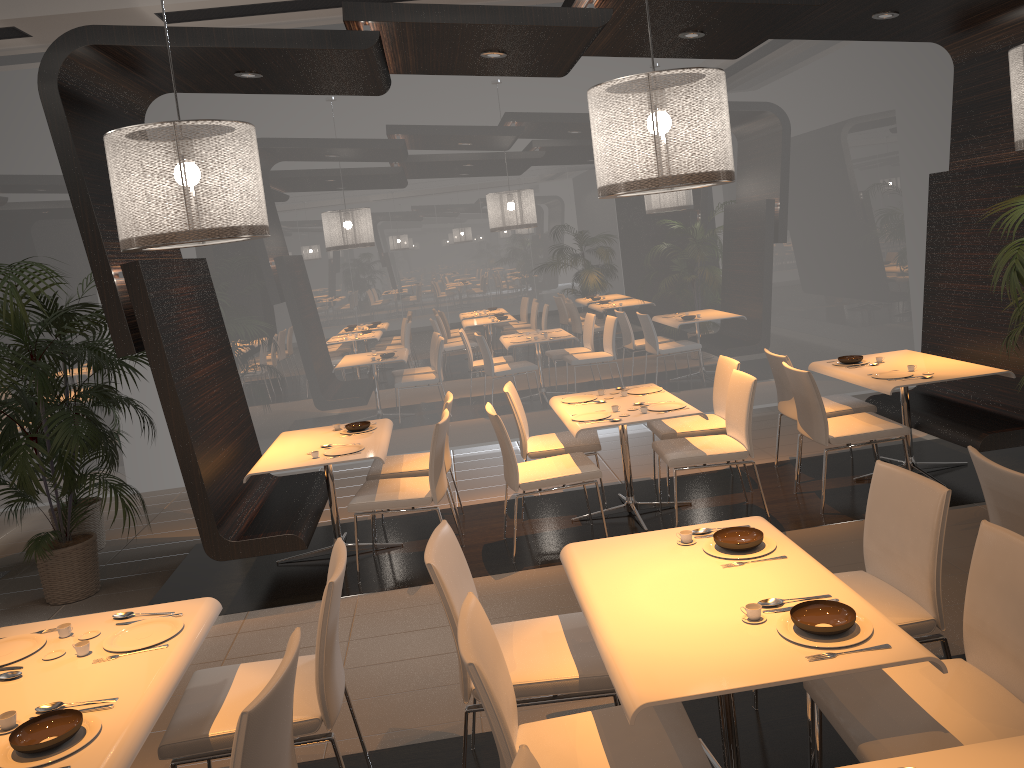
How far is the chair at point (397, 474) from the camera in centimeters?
571cm

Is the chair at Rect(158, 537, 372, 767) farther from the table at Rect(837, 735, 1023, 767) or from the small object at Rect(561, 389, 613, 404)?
the small object at Rect(561, 389, 613, 404)

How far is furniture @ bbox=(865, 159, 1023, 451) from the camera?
5.5 meters

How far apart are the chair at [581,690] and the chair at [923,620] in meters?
0.7 m

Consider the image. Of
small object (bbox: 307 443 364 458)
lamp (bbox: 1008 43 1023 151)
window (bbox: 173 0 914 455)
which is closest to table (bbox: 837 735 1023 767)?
lamp (bbox: 1008 43 1023 151)

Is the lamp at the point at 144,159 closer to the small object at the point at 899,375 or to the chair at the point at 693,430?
the chair at the point at 693,430

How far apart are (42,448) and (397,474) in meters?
2.1 m

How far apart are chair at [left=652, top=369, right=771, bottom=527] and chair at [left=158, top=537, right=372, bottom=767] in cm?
259

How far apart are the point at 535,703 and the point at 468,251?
5.36m

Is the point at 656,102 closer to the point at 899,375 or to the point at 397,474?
the point at 899,375
